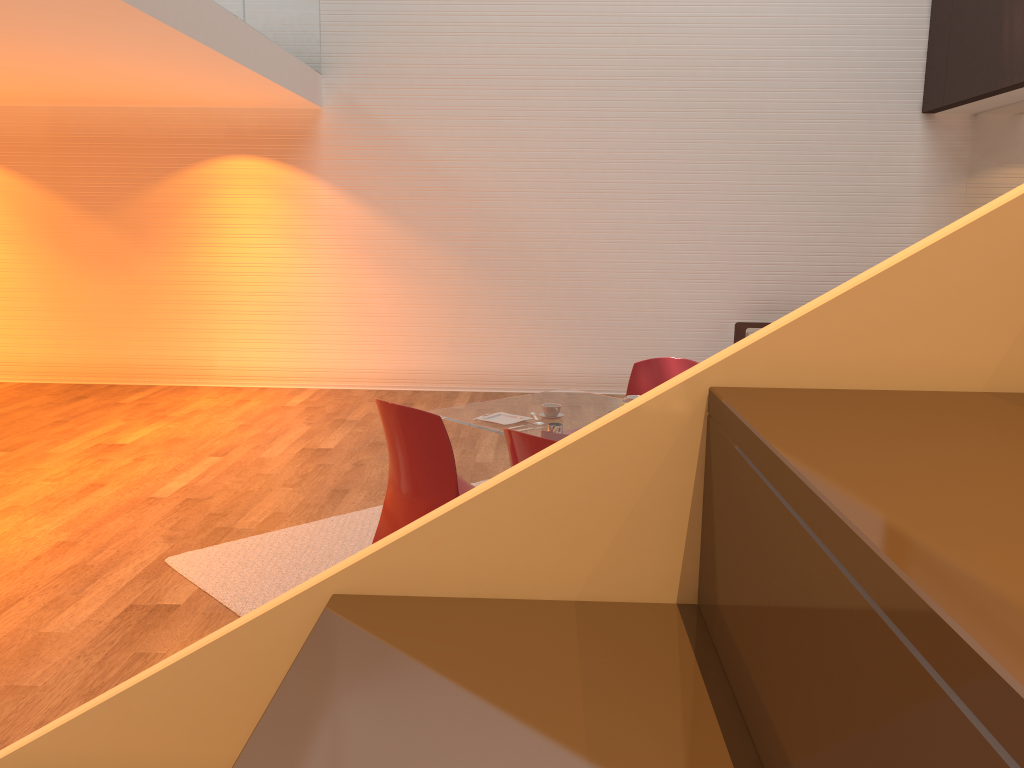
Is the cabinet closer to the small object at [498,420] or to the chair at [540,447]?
the chair at [540,447]

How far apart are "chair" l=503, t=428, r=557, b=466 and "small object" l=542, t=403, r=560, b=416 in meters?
0.9 m

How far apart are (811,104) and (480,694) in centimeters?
866cm

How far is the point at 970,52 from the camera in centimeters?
728cm

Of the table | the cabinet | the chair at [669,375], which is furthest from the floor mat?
the cabinet

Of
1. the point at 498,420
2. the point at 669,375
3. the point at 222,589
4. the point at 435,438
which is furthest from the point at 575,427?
the point at 222,589

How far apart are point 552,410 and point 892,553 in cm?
380

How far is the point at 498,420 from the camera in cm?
408

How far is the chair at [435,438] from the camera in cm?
357

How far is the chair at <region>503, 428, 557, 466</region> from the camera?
3.1m
